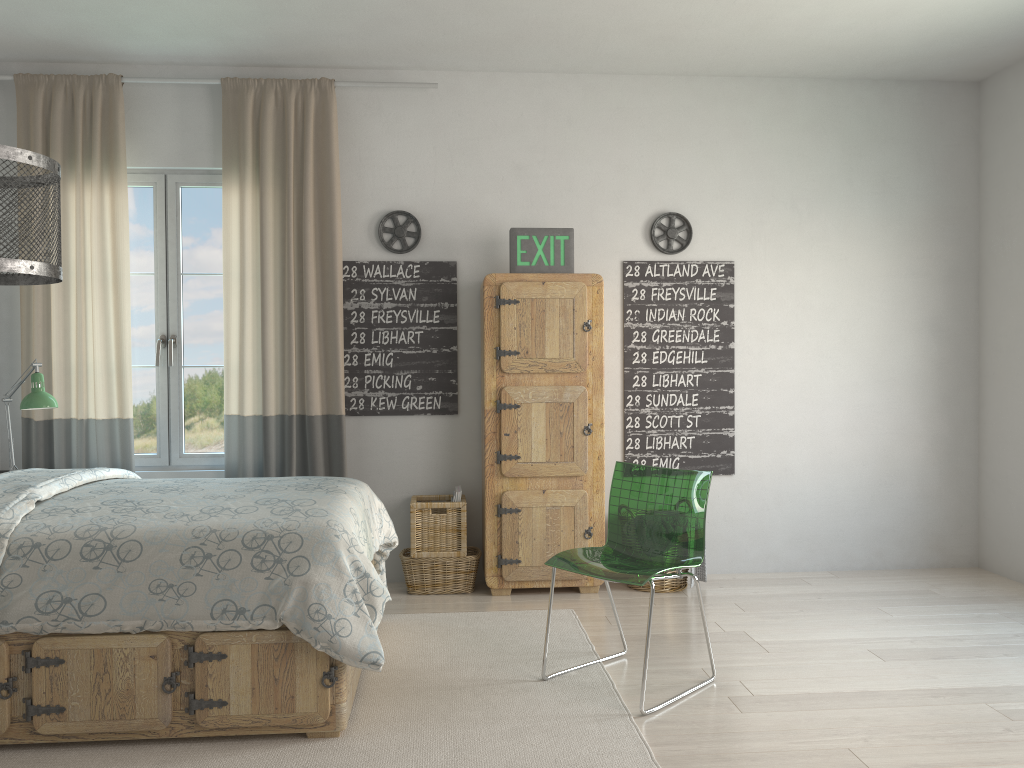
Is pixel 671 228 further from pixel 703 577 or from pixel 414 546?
pixel 414 546

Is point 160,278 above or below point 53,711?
above

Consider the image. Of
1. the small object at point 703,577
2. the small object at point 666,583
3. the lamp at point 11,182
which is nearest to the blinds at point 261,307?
the small object at point 666,583

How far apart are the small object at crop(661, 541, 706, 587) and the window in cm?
250

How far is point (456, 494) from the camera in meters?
4.4 m

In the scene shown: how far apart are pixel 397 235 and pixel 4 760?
2.9 meters

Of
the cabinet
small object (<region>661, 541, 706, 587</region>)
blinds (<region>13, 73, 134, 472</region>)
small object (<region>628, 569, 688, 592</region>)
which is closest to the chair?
the cabinet

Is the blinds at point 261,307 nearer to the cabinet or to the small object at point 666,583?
the cabinet

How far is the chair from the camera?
3.1 meters

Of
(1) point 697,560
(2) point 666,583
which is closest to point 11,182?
(1) point 697,560
